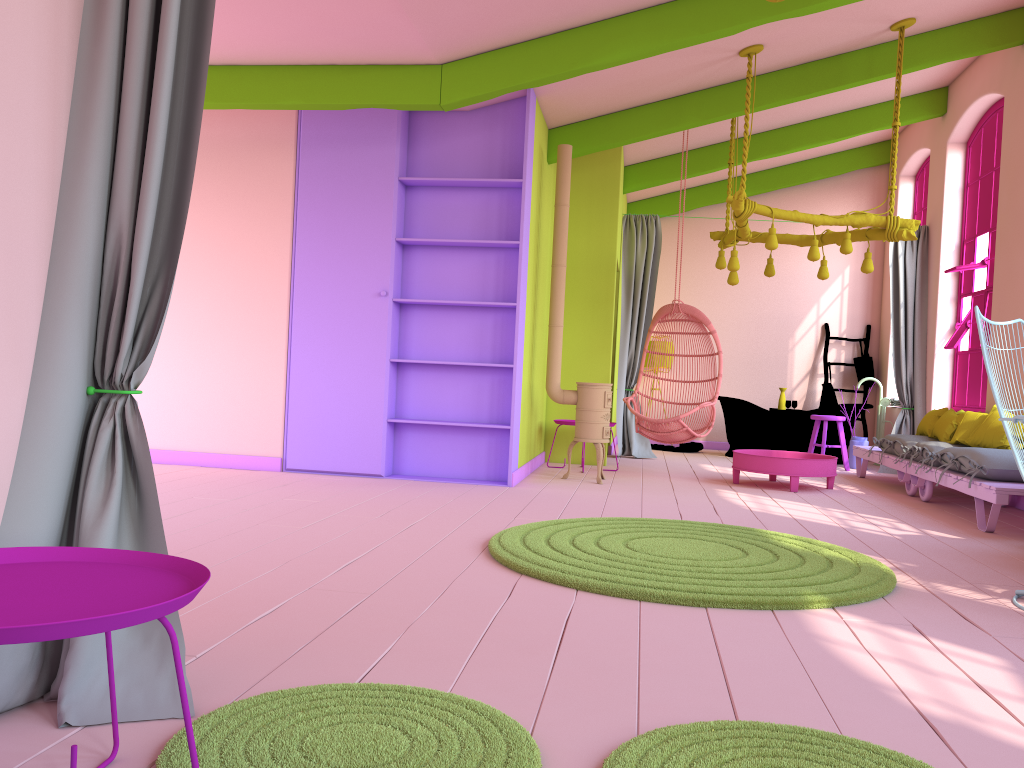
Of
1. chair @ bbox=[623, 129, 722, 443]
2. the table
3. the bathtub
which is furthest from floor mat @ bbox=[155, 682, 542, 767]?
the bathtub

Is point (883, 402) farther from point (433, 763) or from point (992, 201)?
point (433, 763)

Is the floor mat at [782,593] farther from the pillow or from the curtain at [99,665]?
the pillow

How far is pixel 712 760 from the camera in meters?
1.9 m

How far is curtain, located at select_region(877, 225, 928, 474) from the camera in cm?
961

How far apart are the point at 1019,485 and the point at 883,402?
5.0 meters

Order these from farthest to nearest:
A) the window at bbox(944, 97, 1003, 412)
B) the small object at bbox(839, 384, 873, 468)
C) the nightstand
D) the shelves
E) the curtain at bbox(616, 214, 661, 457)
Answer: the curtain at bbox(616, 214, 661, 457), the small object at bbox(839, 384, 873, 468), the window at bbox(944, 97, 1003, 412), the shelves, the nightstand

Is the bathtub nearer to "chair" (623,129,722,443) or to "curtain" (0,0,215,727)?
"chair" (623,129,722,443)

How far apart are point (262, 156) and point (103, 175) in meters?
5.0 m

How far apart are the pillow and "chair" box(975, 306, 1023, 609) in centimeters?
307cm
